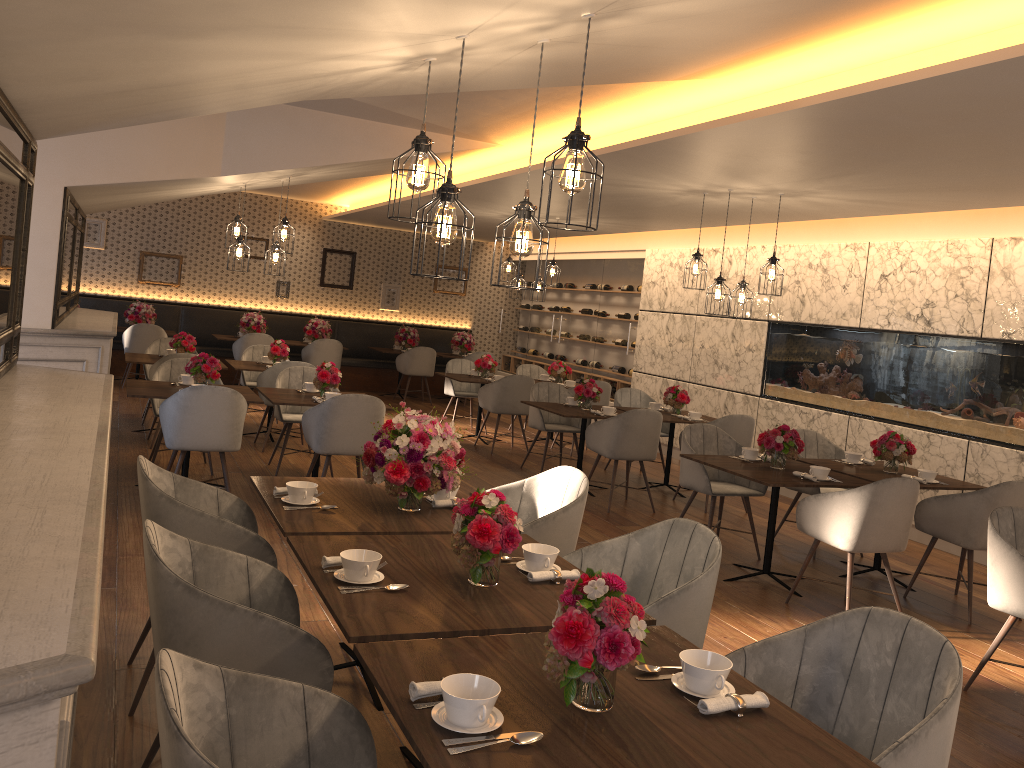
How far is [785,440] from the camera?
5.67m

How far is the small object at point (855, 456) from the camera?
6.33m

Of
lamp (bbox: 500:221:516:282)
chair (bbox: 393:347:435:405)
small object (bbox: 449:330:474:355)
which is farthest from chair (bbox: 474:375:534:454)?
small object (bbox: 449:330:474:355)

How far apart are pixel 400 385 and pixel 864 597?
9.3m

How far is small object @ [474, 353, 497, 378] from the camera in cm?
1023

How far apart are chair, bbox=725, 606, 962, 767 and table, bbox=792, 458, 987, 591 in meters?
3.5 m

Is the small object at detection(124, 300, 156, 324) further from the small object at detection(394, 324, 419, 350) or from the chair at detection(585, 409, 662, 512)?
the chair at detection(585, 409, 662, 512)

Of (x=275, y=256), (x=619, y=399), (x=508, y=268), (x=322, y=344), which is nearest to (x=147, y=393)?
(x=275, y=256)

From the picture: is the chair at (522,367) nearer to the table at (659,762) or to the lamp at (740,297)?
the lamp at (740,297)

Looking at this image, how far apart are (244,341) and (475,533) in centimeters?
1011cm
